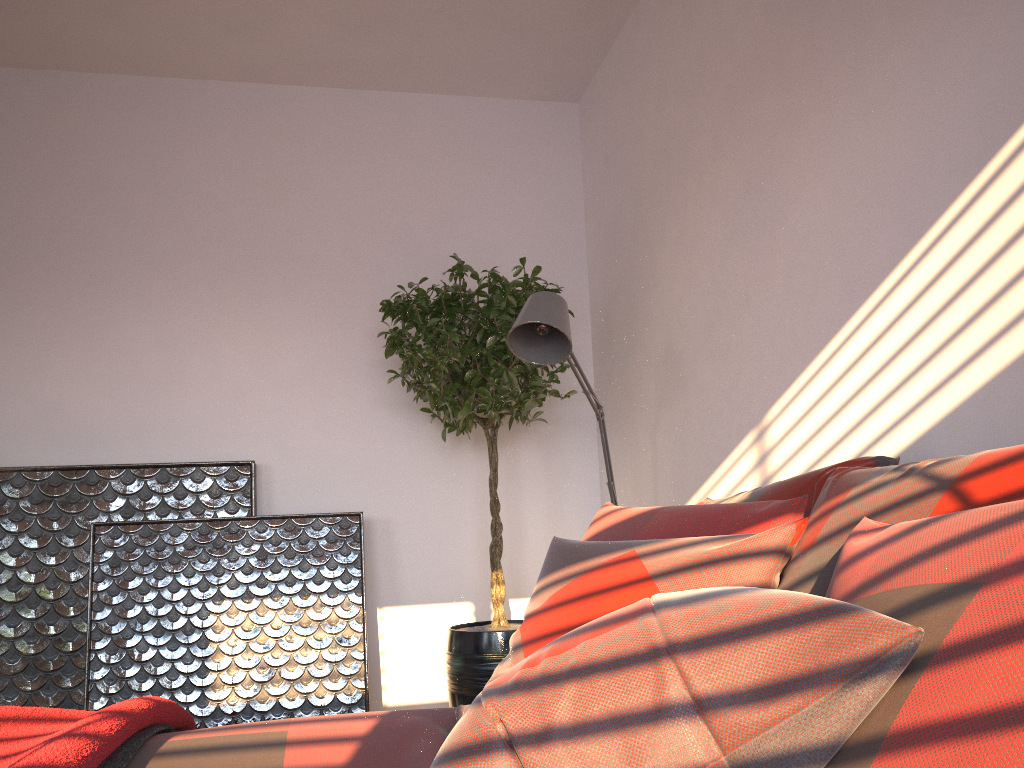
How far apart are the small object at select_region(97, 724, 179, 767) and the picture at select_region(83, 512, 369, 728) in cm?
156

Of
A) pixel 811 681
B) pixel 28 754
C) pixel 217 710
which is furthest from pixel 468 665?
pixel 811 681

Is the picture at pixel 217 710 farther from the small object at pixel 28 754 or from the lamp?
the small object at pixel 28 754

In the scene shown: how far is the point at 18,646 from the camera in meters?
3.3

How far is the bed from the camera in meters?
1.4

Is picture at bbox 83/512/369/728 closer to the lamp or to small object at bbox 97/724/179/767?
the lamp

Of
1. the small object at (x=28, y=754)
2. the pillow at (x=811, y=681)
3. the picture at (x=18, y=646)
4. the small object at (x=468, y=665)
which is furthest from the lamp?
the picture at (x=18, y=646)

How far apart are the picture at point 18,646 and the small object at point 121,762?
1.8m

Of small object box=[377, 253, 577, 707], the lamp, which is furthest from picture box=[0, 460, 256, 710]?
the lamp

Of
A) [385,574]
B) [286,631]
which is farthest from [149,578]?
[385,574]
